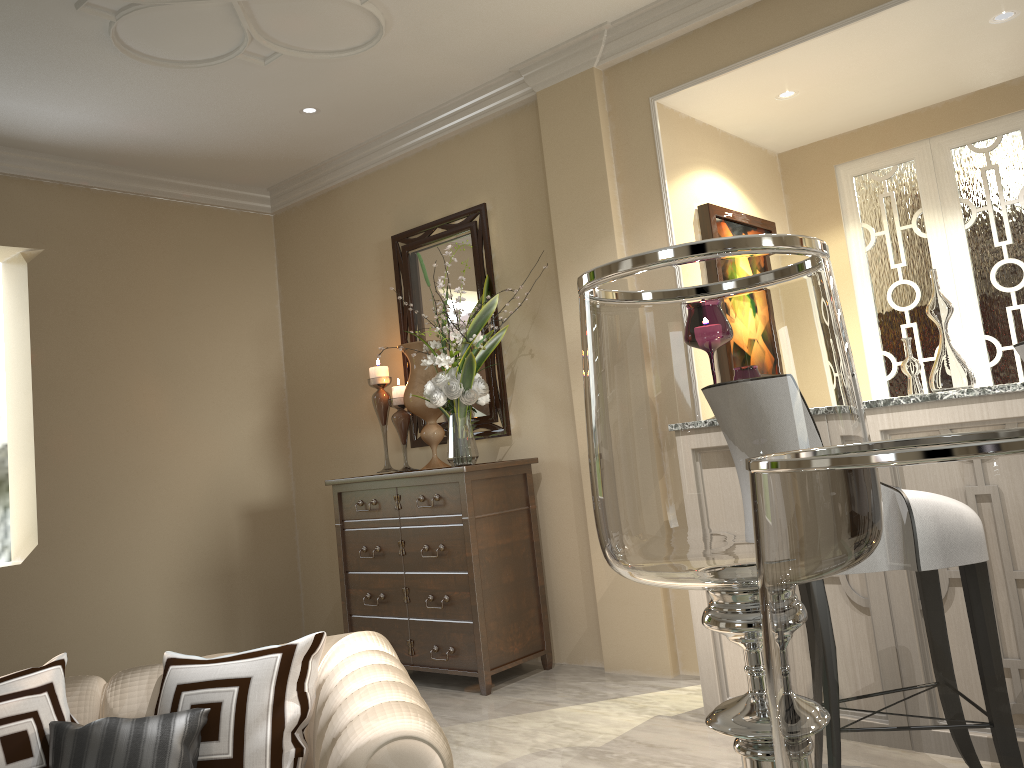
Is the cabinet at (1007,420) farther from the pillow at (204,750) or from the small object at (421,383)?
the pillow at (204,750)

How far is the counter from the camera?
2.1 meters

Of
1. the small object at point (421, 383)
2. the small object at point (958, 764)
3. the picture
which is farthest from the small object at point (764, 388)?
the small object at point (421, 383)

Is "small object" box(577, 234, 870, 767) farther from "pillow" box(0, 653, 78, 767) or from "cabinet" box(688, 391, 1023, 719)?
"cabinet" box(688, 391, 1023, 719)

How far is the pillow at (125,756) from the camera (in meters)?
1.23

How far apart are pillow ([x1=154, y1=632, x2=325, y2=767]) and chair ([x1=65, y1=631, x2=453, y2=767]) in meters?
0.0 m

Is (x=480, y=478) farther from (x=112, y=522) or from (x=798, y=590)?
(x=798, y=590)

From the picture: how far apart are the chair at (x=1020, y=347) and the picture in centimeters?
176cm

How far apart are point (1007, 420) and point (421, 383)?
2.19m

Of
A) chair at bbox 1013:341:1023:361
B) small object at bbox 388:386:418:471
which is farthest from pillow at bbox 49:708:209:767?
small object at bbox 388:386:418:471
